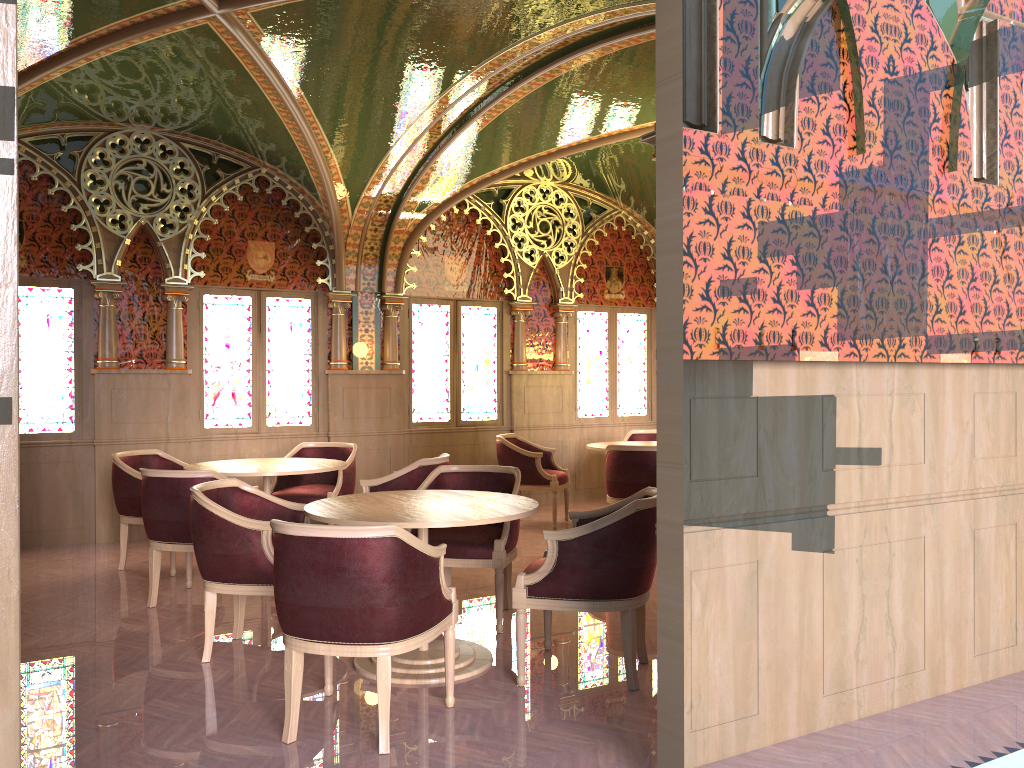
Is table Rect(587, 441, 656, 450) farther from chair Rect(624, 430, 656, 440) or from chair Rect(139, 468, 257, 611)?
chair Rect(139, 468, 257, 611)

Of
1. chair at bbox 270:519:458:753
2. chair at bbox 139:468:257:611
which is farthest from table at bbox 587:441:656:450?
chair at bbox 270:519:458:753

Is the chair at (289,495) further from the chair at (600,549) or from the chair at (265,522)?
the chair at (600,549)

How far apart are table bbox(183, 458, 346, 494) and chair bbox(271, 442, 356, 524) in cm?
36

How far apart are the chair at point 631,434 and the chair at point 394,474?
3.6 meters

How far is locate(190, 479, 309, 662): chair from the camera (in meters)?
4.23

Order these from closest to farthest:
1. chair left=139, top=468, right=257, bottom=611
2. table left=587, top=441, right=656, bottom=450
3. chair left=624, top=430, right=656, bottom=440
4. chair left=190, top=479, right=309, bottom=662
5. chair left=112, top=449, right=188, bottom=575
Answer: chair left=190, top=479, right=309, bottom=662 < chair left=139, top=468, right=257, bottom=611 < chair left=112, top=449, right=188, bottom=575 < table left=587, top=441, right=656, bottom=450 < chair left=624, top=430, right=656, bottom=440

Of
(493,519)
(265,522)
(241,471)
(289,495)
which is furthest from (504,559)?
(289,495)

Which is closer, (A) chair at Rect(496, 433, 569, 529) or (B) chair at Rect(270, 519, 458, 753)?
(B) chair at Rect(270, 519, 458, 753)

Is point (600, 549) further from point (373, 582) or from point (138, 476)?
point (138, 476)
